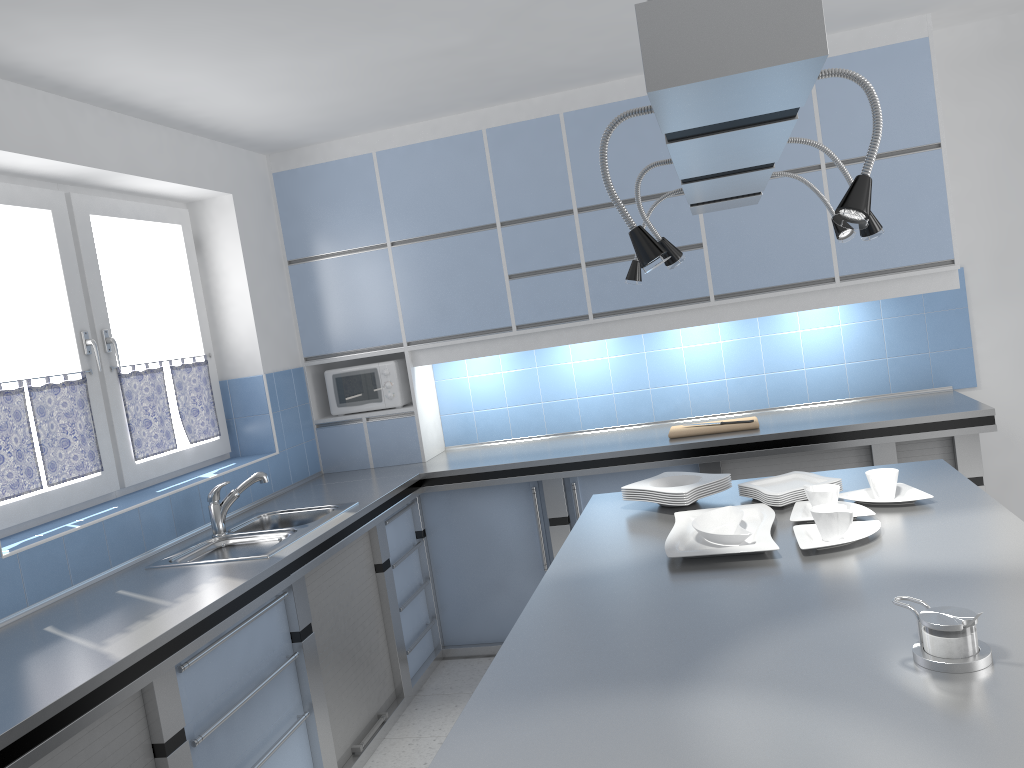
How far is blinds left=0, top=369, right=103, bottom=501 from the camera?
3.1m

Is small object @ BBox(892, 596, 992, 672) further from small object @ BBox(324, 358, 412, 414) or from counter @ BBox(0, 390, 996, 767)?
small object @ BBox(324, 358, 412, 414)

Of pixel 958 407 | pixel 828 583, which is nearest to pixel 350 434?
pixel 958 407

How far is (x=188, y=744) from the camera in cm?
249

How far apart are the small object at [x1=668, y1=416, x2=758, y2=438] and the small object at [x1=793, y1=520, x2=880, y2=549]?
1.8 meters

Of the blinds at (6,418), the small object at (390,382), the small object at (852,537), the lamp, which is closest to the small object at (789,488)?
the small object at (852,537)

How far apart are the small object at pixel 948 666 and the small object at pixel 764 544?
0.6 meters

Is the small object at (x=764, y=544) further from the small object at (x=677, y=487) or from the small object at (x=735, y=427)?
the small object at (x=735, y=427)

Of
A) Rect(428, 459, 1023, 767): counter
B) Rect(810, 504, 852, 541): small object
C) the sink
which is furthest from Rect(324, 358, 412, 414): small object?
Rect(810, 504, 852, 541): small object

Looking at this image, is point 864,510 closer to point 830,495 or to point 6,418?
point 830,495
